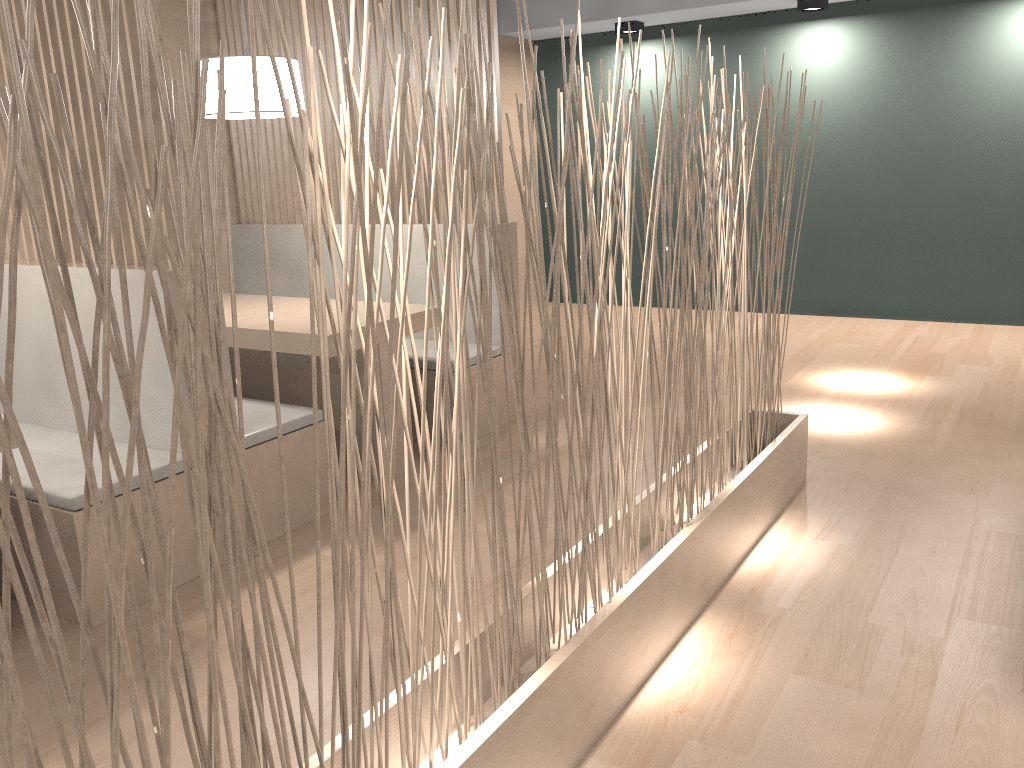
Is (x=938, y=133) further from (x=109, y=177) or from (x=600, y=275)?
(x=109, y=177)

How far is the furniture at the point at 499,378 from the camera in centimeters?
255cm

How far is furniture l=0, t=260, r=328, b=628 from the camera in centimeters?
152cm

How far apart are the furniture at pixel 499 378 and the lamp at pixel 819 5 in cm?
199

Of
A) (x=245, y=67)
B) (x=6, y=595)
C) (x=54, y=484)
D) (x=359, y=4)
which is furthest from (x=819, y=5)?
(x=6, y=595)

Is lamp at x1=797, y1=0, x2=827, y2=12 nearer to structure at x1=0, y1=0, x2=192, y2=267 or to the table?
the table

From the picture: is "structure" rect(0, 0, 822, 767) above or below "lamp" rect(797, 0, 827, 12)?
below

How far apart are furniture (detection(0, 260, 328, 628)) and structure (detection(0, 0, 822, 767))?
0.7m

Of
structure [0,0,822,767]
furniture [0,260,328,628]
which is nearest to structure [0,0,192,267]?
furniture [0,260,328,628]

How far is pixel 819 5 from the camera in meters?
3.6 m
